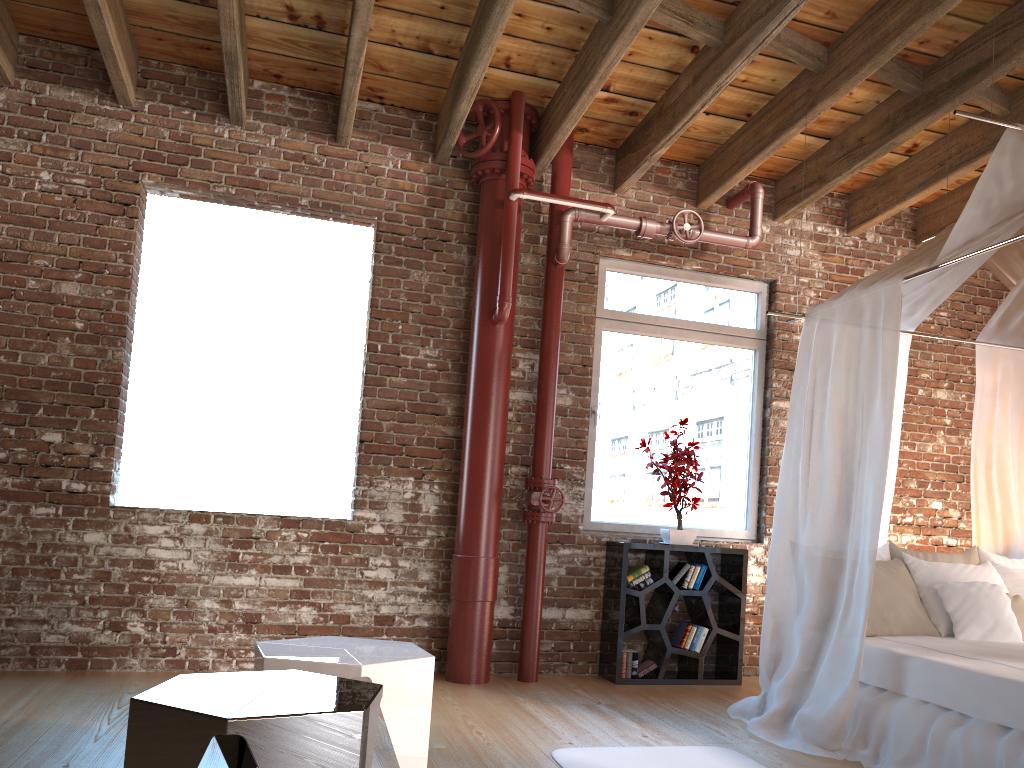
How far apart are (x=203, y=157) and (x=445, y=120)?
1.4m

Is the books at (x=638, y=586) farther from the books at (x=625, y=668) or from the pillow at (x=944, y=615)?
the pillow at (x=944, y=615)

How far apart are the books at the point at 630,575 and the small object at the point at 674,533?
0.2 meters

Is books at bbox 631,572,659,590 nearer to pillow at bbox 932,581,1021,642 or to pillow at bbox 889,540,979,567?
pillow at bbox 889,540,979,567

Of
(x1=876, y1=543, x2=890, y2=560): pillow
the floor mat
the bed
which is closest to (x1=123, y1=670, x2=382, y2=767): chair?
the floor mat

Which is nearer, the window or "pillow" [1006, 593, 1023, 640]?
"pillow" [1006, 593, 1023, 640]

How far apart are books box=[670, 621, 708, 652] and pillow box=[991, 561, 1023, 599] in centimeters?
163cm

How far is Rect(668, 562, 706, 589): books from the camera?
5.31m

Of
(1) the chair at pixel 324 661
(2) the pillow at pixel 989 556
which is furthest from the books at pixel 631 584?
(1) the chair at pixel 324 661

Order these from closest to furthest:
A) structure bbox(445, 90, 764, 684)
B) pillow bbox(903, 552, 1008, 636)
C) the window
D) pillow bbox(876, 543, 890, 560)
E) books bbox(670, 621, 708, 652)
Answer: pillow bbox(903, 552, 1008, 636)
pillow bbox(876, 543, 890, 560)
structure bbox(445, 90, 764, 684)
books bbox(670, 621, 708, 652)
the window
